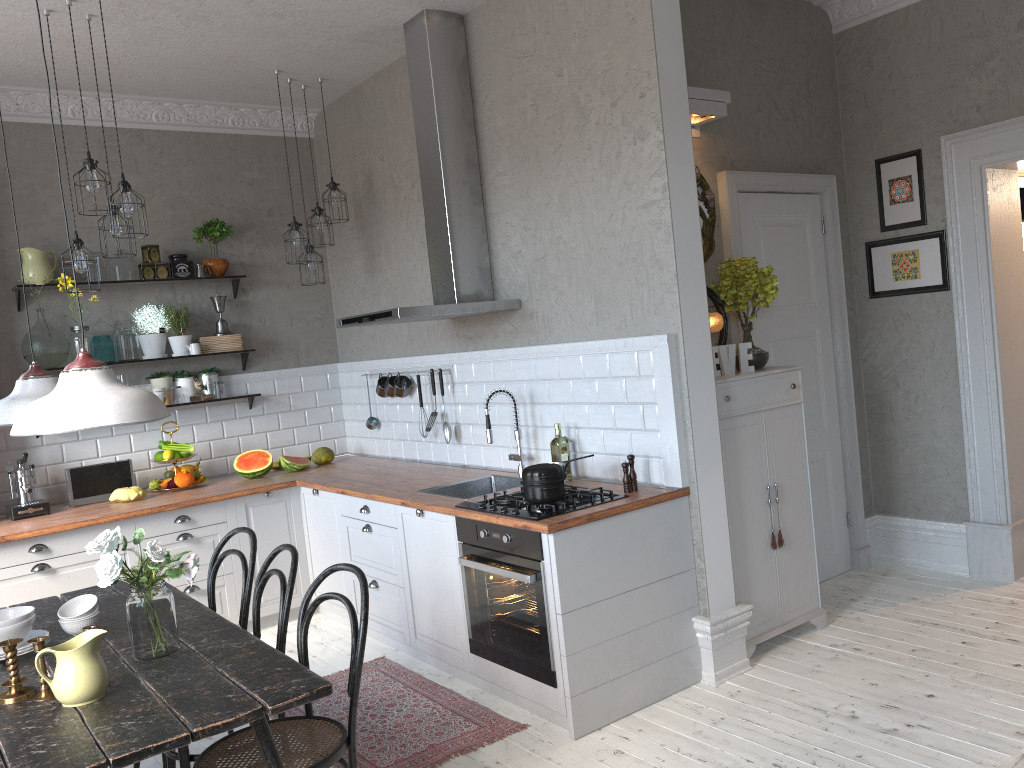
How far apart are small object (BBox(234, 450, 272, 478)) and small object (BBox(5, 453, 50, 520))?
1.1m

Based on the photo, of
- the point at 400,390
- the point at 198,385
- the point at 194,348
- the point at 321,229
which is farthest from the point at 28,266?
the point at 400,390

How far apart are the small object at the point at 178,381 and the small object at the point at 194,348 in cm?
17

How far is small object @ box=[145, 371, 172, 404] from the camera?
5.66m

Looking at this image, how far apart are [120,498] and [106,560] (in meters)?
2.79

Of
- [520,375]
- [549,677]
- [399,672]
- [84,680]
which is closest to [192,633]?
[84,680]

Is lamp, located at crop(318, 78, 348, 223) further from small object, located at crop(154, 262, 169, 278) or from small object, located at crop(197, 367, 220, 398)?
small object, located at crop(197, 367, 220, 398)

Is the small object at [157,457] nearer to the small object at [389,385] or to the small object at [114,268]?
the small object at [114,268]

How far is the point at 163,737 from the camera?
2.1m

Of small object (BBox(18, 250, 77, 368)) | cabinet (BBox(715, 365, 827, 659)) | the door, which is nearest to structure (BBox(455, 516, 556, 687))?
cabinet (BBox(715, 365, 827, 659))
